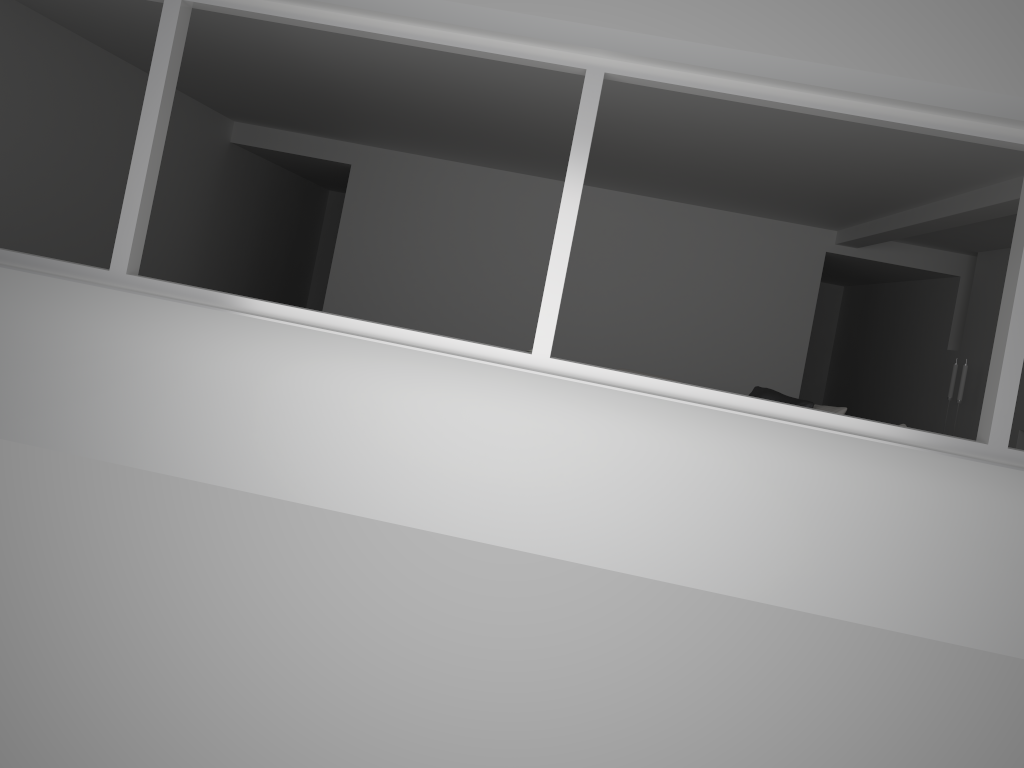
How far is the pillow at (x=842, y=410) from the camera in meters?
6.8 m

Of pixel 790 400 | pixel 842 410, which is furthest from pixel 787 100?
pixel 790 400

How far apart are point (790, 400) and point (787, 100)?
3.9 meters

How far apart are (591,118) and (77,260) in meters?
5.3 m

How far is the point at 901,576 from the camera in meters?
4.1

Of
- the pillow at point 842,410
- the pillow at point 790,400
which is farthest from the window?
the pillow at point 790,400

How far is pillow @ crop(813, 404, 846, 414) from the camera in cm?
679

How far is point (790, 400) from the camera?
7.2 meters

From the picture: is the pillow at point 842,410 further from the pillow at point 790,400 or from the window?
the window

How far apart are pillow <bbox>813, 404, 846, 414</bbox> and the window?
3.03m
